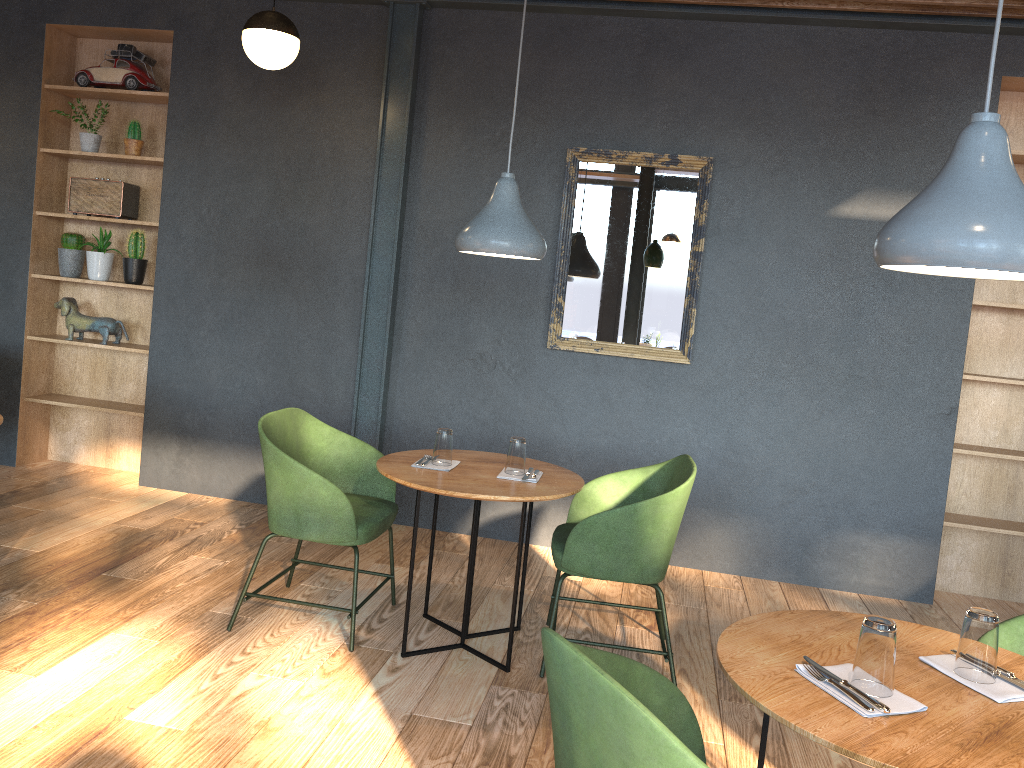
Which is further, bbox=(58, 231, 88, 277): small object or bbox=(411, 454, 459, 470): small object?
bbox=(58, 231, 88, 277): small object

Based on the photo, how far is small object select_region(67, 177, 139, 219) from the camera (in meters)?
5.30

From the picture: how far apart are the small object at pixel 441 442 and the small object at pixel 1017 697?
1.92m

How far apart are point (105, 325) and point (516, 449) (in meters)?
3.23

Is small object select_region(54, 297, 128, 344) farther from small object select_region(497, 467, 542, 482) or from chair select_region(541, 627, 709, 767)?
chair select_region(541, 627, 709, 767)

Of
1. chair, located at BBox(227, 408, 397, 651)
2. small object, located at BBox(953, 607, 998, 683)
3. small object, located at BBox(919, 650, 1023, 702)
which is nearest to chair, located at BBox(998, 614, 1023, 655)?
small object, located at BBox(919, 650, 1023, 702)

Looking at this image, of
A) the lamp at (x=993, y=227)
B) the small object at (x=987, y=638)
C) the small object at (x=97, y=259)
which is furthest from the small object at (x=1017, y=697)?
the small object at (x=97, y=259)

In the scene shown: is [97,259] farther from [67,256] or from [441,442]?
[441,442]

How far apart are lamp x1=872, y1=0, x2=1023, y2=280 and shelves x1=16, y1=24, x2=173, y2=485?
4.48m

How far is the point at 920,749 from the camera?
1.5 meters
